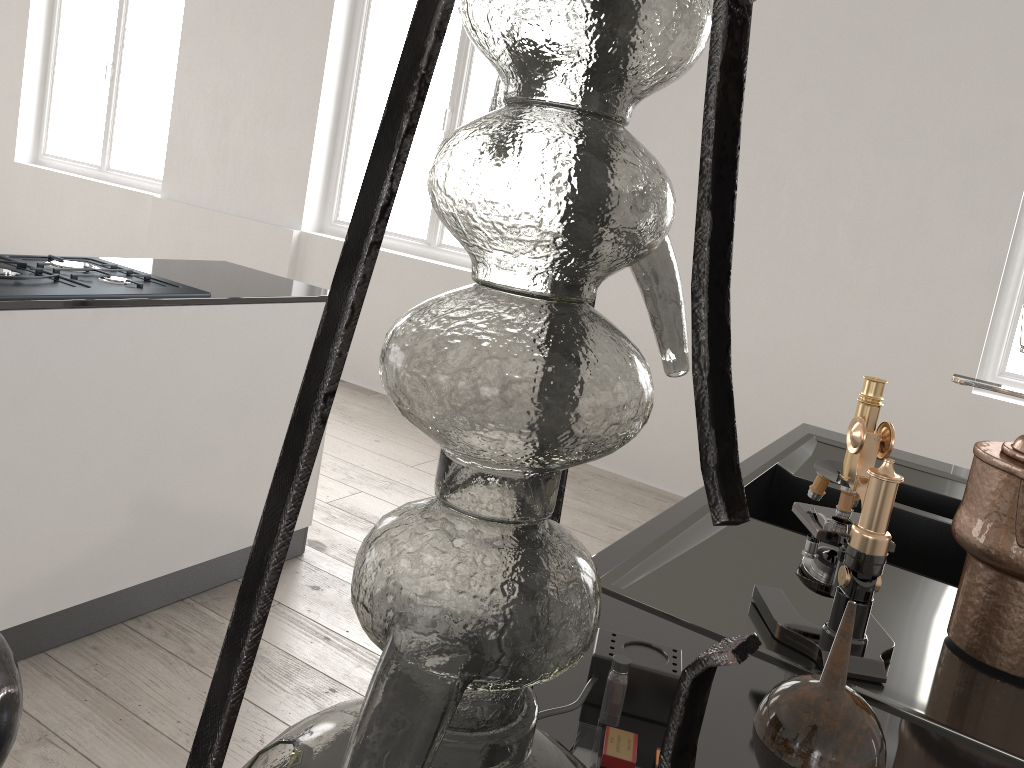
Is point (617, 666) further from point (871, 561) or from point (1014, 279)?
point (1014, 279)

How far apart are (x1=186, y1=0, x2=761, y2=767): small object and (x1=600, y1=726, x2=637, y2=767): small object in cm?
32

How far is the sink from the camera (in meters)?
0.91

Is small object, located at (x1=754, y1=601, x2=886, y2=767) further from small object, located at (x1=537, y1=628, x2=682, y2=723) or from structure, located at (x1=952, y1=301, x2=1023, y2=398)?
structure, located at (x1=952, y1=301, x2=1023, y2=398)

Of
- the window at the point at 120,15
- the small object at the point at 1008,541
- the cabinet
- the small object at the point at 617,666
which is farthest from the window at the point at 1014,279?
the window at the point at 120,15

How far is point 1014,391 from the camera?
1.3 meters

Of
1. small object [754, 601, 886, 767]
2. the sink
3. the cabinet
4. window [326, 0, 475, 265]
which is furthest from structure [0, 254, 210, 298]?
window [326, 0, 475, 265]

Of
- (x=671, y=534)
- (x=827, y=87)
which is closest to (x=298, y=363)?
(x=671, y=534)

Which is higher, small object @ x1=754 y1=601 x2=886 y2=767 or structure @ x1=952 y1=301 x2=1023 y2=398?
structure @ x1=952 y1=301 x2=1023 y2=398

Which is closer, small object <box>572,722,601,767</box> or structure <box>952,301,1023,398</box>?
small object <box>572,722,601,767</box>
